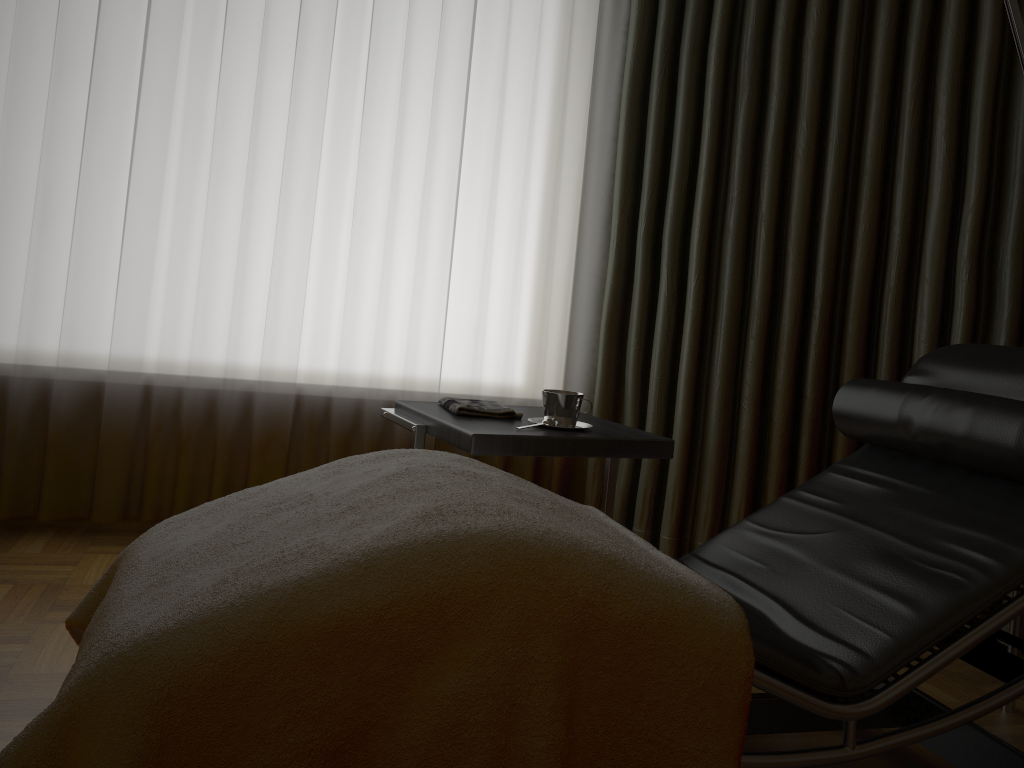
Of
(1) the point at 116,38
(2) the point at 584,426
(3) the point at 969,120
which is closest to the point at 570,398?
(2) the point at 584,426

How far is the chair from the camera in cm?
126

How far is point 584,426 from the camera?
2.1m

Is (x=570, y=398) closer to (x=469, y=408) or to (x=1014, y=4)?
(x=469, y=408)

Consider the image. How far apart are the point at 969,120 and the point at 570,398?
1.46m

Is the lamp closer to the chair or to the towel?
the chair

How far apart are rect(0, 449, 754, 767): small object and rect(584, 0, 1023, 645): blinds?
1.2m

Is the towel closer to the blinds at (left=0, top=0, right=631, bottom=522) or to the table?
the table

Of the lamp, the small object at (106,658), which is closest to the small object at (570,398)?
the small object at (106,658)

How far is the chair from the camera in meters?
1.3
